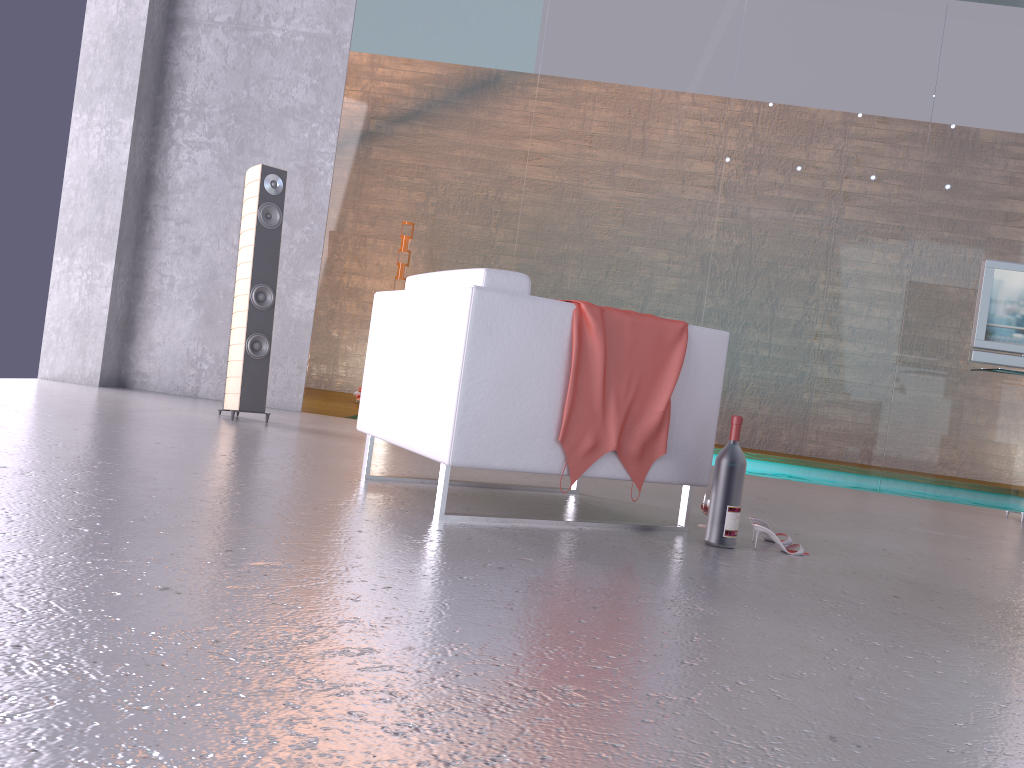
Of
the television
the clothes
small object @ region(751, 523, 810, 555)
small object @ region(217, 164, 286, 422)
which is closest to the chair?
the clothes

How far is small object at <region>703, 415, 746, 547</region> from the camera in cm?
289

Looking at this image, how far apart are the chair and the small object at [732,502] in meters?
0.1 m

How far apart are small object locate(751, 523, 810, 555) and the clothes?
0.56m

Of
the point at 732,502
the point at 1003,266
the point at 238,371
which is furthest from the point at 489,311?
the point at 1003,266

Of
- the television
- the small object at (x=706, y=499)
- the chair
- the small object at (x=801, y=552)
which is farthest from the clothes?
the television

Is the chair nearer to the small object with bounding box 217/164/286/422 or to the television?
the small object with bounding box 217/164/286/422

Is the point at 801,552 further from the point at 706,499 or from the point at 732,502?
the point at 706,499

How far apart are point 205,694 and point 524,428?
1.7 meters

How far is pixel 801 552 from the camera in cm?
296
